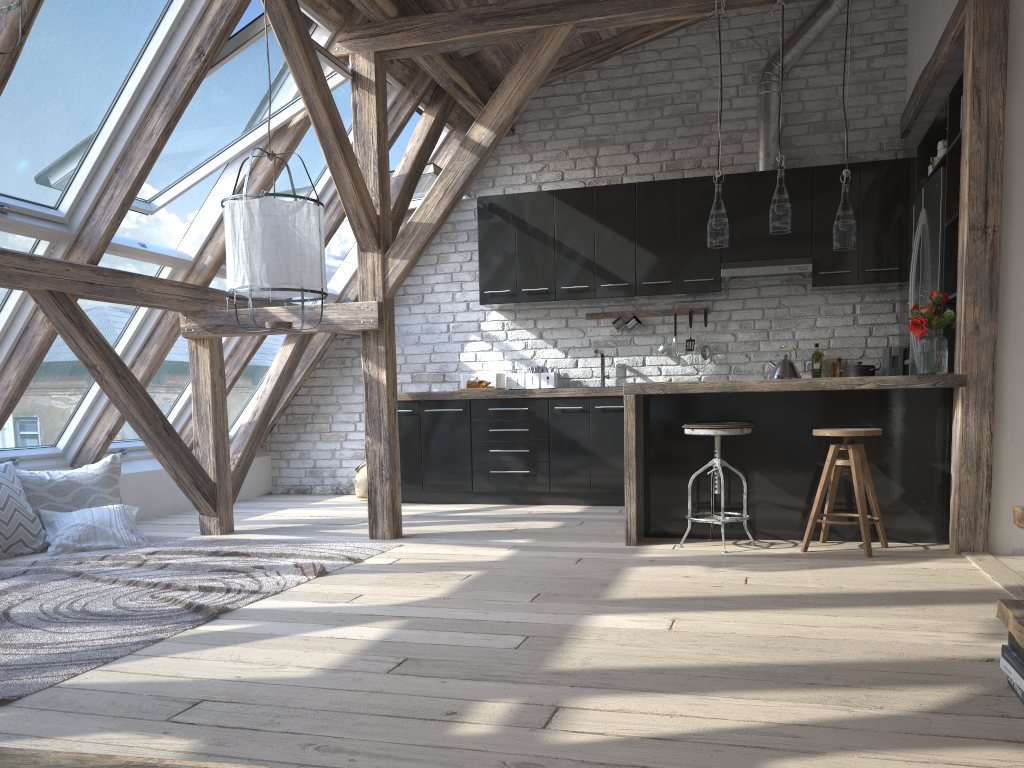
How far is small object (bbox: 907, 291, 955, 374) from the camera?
4.2 meters

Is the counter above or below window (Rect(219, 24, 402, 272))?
below

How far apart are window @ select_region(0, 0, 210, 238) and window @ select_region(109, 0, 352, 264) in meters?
0.2

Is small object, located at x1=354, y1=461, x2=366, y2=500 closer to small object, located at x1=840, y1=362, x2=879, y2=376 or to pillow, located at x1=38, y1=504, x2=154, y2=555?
pillow, located at x1=38, y1=504, x2=154, y2=555

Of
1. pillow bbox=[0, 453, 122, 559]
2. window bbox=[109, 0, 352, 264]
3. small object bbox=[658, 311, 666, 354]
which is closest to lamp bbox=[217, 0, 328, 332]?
window bbox=[109, 0, 352, 264]

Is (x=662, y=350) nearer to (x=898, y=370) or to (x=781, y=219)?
(x=898, y=370)

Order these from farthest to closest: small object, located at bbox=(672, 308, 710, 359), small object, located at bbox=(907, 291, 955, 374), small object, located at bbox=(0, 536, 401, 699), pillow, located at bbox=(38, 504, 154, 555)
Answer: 1. small object, located at bbox=(672, 308, 710, 359)
2. pillow, located at bbox=(38, 504, 154, 555)
3. small object, located at bbox=(907, 291, 955, 374)
4. small object, located at bbox=(0, 536, 401, 699)

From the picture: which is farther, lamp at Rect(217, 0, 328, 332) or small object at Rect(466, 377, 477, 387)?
small object at Rect(466, 377, 477, 387)

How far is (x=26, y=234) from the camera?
4.2m

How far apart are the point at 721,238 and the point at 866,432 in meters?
1.2 m
